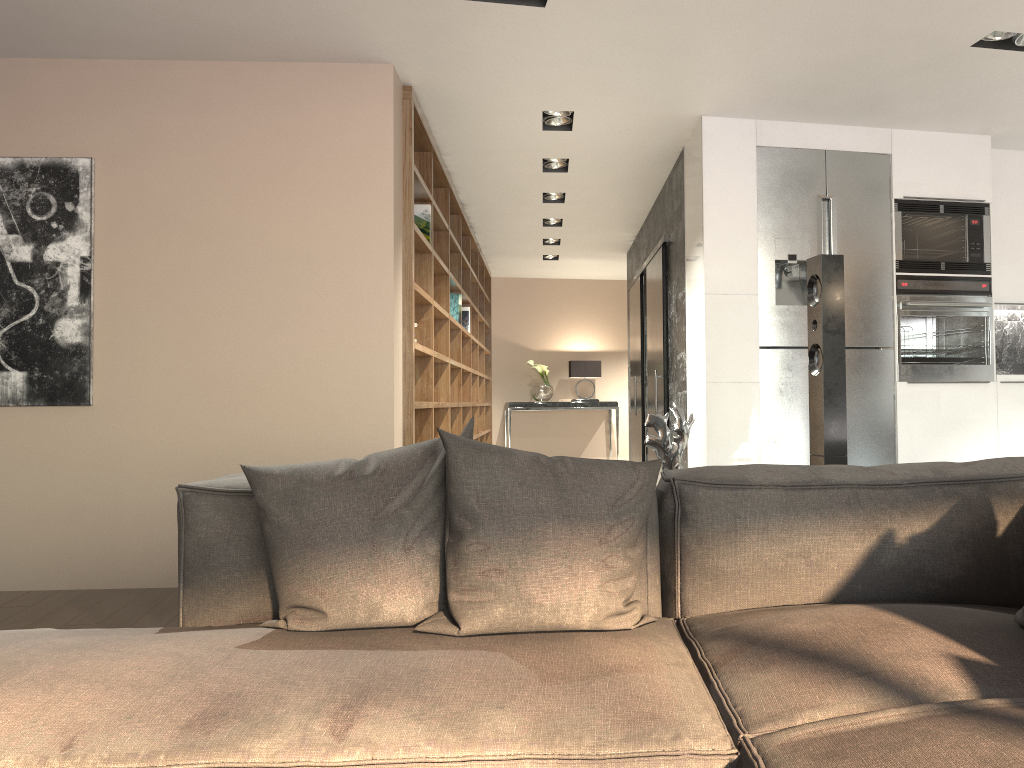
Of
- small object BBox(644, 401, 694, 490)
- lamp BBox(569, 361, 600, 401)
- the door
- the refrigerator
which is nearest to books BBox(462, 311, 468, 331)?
the door

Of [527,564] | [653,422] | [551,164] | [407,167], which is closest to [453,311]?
[551,164]

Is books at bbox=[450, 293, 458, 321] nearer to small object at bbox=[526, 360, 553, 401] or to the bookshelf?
the bookshelf

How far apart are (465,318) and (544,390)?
3.2m

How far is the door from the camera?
6.5 meters

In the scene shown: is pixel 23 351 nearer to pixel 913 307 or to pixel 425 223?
pixel 425 223

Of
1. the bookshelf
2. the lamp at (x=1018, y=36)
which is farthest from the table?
the lamp at (x=1018, y=36)

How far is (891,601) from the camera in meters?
1.8

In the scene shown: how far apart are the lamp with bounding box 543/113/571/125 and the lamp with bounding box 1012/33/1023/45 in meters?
2.3 m

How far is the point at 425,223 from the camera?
5.45m
